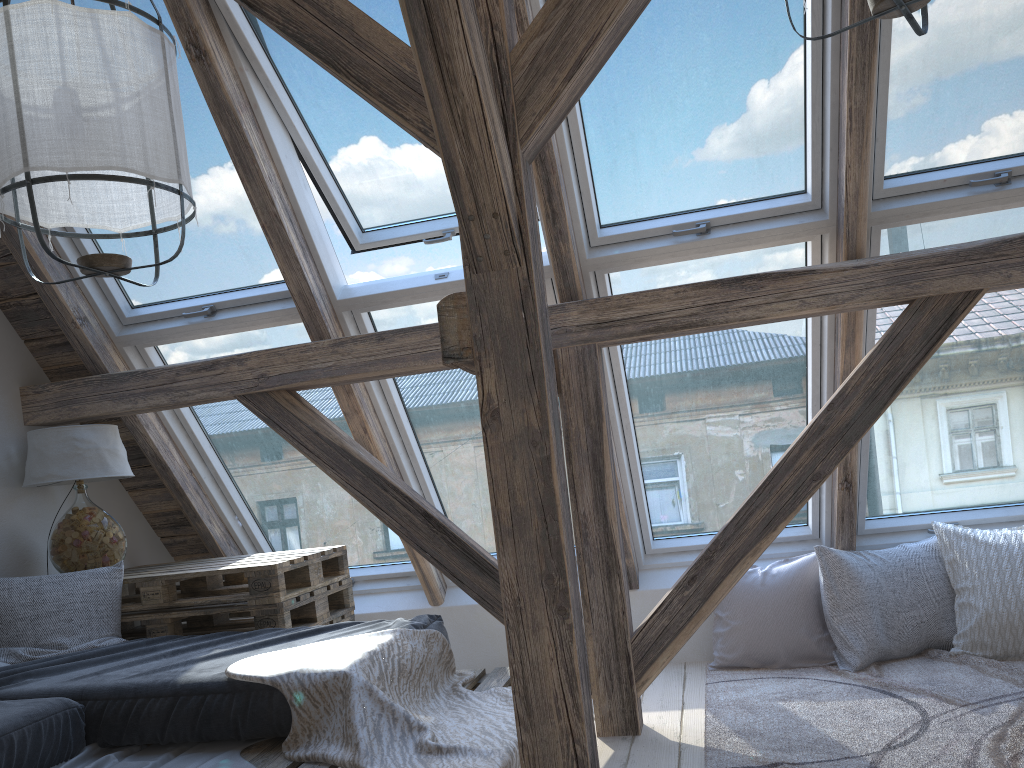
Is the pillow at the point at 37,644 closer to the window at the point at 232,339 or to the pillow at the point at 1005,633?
the window at the point at 232,339

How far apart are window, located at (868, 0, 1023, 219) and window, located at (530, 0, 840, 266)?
0.1m

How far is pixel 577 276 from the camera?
3.0m

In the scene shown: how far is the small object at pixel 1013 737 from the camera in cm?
244

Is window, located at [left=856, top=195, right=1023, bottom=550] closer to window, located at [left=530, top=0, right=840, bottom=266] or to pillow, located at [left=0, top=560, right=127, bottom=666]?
window, located at [left=530, top=0, right=840, bottom=266]

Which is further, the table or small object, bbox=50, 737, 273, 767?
the table

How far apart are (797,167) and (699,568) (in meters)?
1.36

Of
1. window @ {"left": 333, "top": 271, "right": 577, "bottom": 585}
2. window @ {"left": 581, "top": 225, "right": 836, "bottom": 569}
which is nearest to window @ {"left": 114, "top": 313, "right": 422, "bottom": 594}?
window @ {"left": 333, "top": 271, "right": 577, "bottom": 585}

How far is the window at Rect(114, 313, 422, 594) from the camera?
3.54m

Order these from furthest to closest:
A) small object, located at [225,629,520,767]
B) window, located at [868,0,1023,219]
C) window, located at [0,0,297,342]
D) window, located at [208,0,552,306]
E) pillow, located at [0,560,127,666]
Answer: window, located at [0,0,297,342], pillow, located at [0,560,127,666], window, located at [208,0,552,306], window, located at [868,0,1023,219], small object, located at [225,629,520,767]
